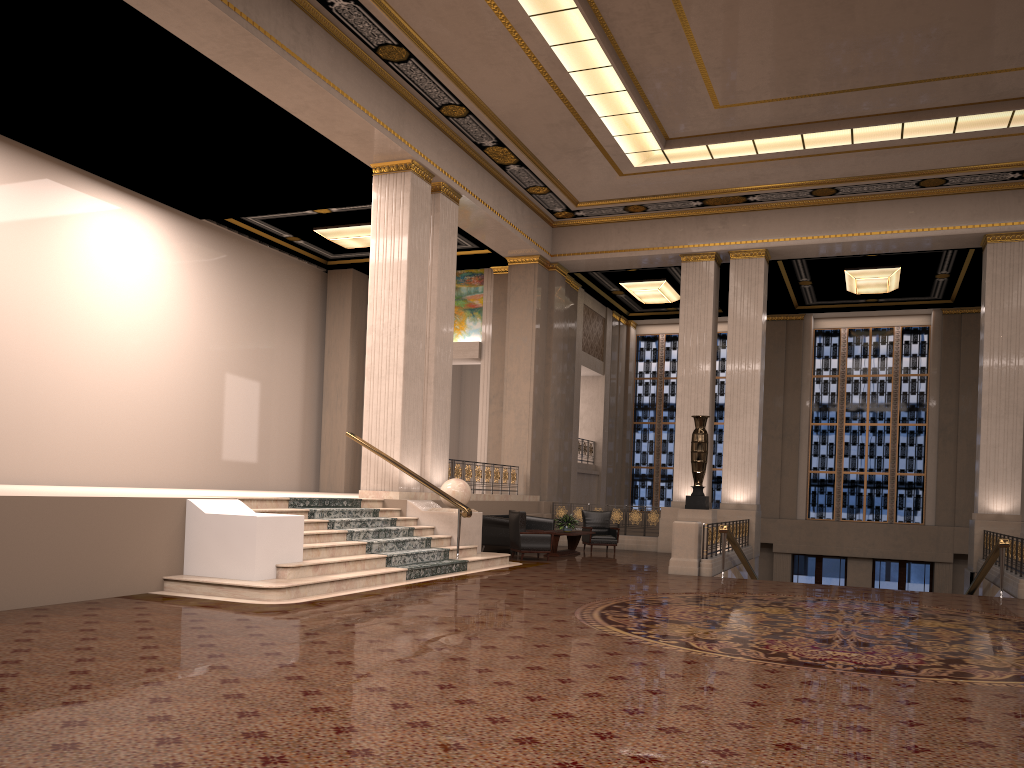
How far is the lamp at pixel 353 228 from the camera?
18.5m

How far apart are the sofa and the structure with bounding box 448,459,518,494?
0.9m

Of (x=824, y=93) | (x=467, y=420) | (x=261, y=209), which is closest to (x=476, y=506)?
(x=261, y=209)

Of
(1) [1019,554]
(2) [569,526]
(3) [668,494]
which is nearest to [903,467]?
(3) [668,494]

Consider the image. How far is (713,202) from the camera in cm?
1852

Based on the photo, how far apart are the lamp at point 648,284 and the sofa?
7.45m

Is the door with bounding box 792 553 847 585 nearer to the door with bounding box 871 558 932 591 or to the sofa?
the door with bounding box 871 558 932 591

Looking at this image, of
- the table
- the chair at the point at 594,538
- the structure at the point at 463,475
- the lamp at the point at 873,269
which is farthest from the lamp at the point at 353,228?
the lamp at the point at 873,269

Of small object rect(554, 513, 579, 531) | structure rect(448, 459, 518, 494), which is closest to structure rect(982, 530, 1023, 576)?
small object rect(554, 513, 579, 531)

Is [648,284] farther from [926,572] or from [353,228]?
[926,572]
